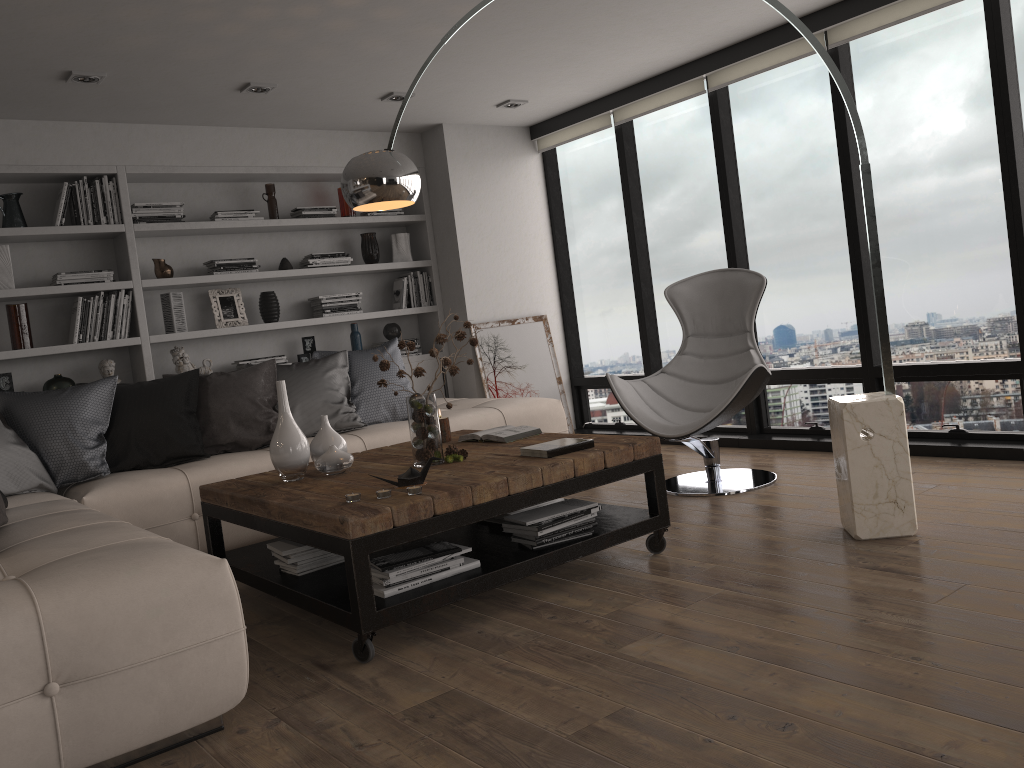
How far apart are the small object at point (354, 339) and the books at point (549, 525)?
3.3m

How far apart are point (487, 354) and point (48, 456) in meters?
3.1

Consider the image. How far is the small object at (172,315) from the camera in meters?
5.5

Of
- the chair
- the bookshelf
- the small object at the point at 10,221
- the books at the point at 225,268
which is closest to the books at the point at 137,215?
the bookshelf

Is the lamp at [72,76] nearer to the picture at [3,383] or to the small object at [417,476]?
the picture at [3,383]

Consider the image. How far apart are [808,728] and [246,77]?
4.17m

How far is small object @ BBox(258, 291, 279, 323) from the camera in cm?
591

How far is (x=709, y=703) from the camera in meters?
2.2

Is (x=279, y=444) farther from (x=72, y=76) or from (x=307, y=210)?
(x=307, y=210)

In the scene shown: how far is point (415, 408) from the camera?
3.4 meters
